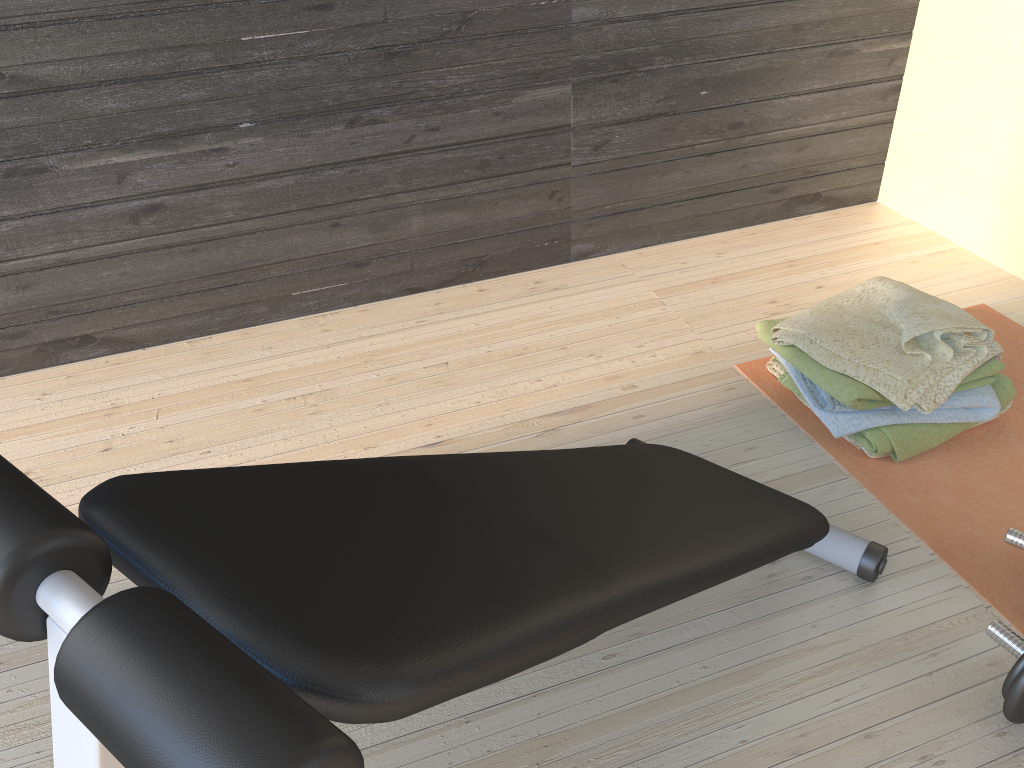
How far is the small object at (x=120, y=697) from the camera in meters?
0.5 m

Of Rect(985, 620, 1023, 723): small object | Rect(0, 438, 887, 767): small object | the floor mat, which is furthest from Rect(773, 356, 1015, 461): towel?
Rect(985, 620, 1023, 723): small object

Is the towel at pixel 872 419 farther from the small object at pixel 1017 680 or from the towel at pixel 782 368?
the small object at pixel 1017 680

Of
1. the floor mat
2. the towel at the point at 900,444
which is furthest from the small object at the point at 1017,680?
the towel at the point at 900,444

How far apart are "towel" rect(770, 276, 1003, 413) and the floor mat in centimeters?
12cm

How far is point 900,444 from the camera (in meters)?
1.71

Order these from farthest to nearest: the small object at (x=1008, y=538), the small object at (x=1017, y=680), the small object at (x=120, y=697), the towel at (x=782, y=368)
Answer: the towel at (x=782, y=368), the small object at (x=1008, y=538), the small object at (x=1017, y=680), the small object at (x=120, y=697)

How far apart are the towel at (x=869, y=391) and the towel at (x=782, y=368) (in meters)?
0.08

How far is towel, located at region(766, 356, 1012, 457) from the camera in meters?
2.0

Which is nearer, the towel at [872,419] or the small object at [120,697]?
the small object at [120,697]
